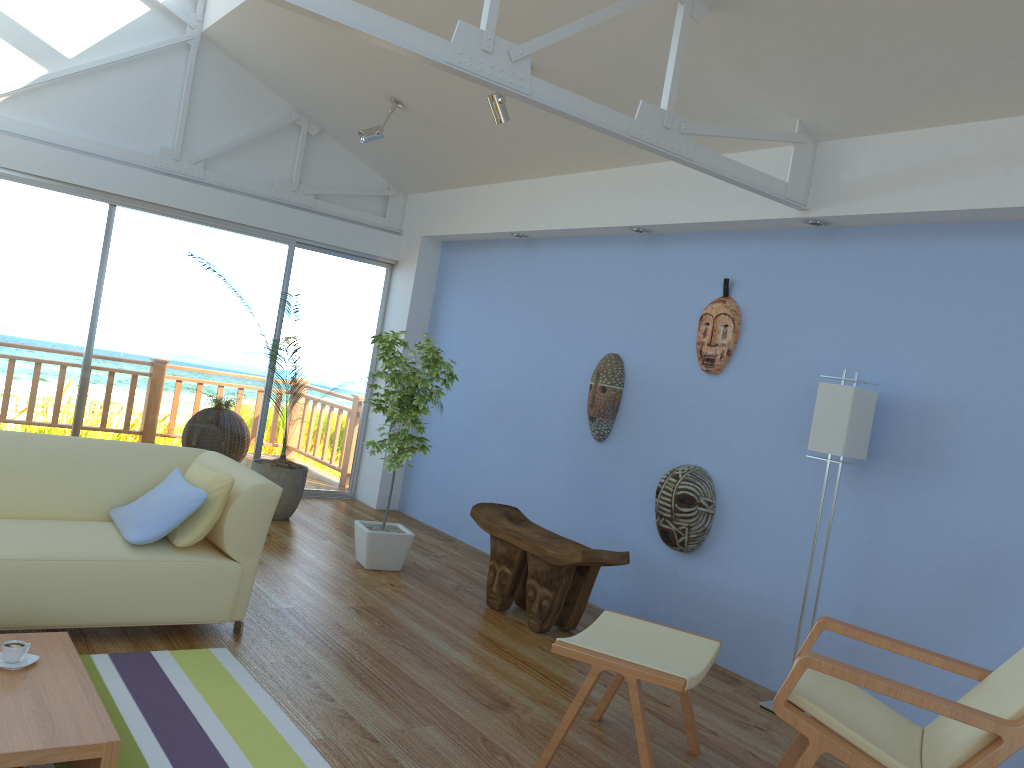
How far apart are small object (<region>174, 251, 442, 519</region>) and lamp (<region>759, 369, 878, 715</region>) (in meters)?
3.41

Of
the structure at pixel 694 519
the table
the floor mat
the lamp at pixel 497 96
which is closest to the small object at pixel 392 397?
the lamp at pixel 497 96

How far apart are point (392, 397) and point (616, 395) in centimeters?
131cm

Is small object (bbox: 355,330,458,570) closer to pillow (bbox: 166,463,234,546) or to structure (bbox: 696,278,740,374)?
pillow (bbox: 166,463,234,546)

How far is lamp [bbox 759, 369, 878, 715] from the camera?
3.7 meters

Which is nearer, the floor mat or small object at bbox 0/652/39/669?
small object at bbox 0/652/39/669

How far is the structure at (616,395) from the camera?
5.21m

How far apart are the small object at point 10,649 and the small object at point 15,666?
0.0 meters

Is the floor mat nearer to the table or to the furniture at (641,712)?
the table

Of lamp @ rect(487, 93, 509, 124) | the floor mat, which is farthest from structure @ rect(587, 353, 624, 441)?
the floor mat
